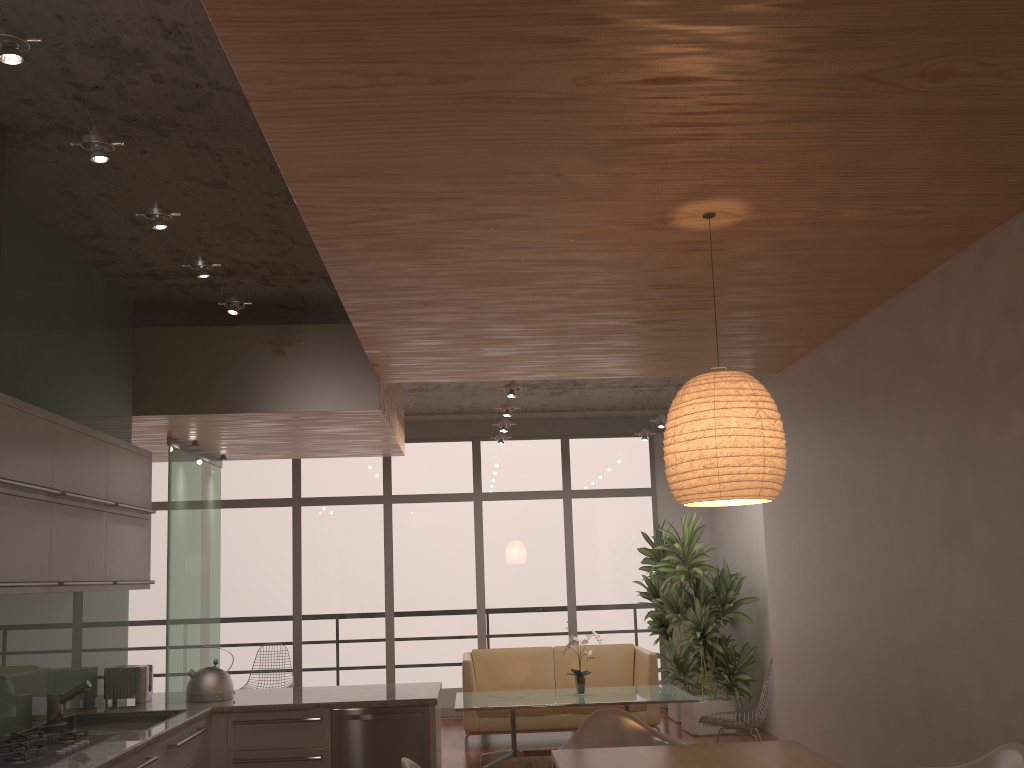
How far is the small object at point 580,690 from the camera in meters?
7.0

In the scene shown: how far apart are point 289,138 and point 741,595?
7.5m

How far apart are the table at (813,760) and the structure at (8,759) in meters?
1.8

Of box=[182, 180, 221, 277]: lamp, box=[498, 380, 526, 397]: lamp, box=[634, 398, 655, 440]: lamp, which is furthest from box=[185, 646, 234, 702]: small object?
box=[634, 398, 655, 440]: lamp

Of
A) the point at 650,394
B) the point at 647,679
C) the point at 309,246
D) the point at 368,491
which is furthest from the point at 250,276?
the point at 650,394

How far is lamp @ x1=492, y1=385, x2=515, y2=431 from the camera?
8.4 meters

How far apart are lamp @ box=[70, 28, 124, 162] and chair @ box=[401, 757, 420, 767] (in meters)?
2.35

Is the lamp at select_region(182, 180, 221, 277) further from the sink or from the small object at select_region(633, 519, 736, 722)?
the small object at select_region(633, 519, 736, 722)

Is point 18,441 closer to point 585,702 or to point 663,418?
point 585,702

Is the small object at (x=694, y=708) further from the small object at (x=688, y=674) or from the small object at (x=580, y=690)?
the small object at (x=580, y=690)
